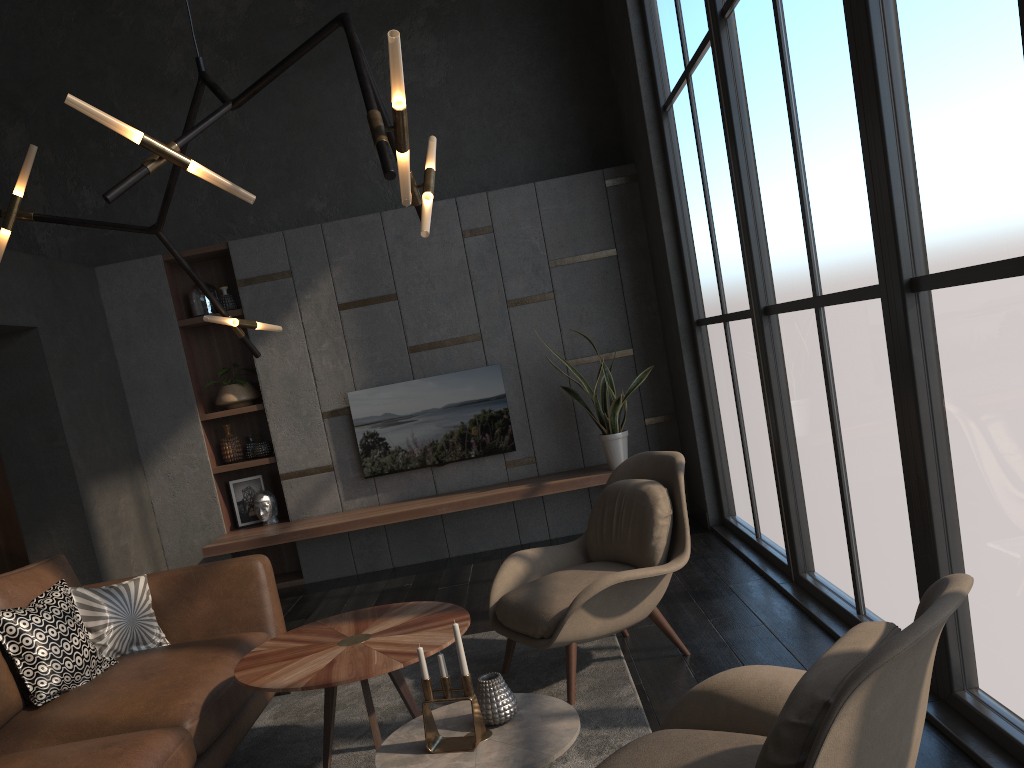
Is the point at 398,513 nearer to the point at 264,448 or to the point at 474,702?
the point at 264,448

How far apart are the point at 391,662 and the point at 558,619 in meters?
0.8 m

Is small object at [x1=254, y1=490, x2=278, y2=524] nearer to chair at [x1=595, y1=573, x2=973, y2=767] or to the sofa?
the sofa

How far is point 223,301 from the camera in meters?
6.3 m

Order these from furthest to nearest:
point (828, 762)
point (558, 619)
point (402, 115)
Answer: point (558, 619)
point (402, 115)
point (828, 762)

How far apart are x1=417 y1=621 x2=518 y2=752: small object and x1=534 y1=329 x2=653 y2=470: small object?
3.4 meters

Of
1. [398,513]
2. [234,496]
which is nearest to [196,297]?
[234,496]

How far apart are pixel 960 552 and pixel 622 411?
3.79m

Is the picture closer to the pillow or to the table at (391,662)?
the pillow

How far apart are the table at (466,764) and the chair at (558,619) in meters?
0.7
